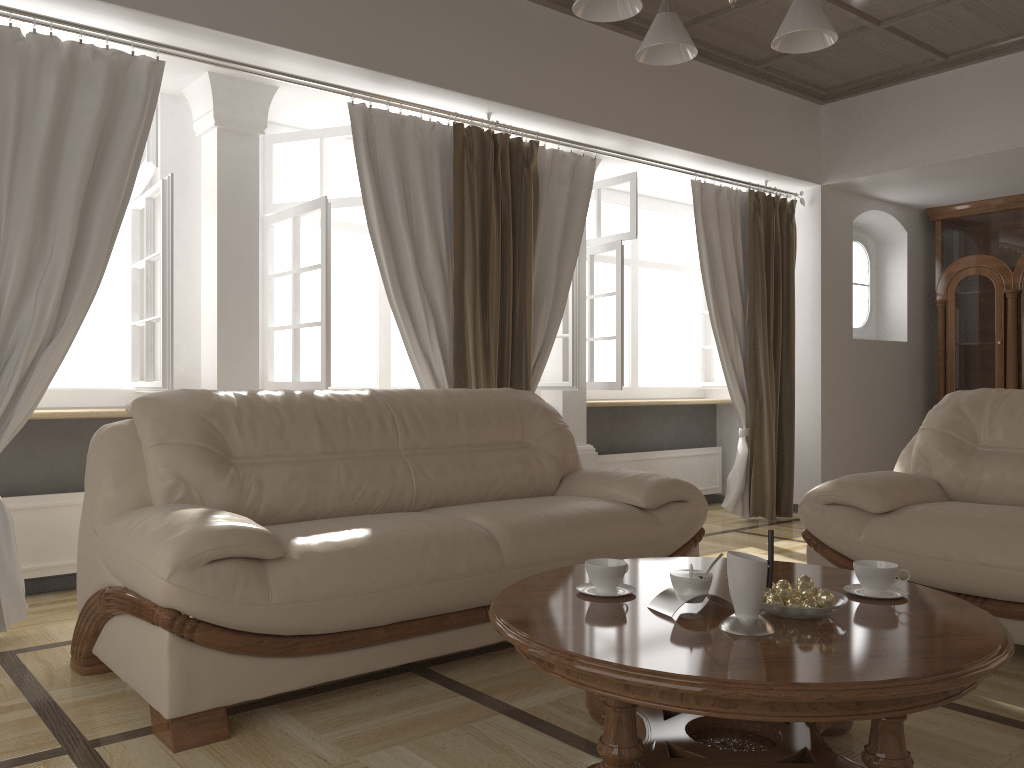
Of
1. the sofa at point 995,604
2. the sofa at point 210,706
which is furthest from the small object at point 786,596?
the sofa at point 995,604

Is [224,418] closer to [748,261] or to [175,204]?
[175,204]

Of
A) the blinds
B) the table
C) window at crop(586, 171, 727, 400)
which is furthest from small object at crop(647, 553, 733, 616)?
window at crop(586, 171, 727, 400)

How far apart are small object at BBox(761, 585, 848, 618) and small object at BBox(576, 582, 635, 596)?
0.4m

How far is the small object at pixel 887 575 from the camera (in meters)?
2.16

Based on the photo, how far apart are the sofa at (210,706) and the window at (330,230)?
0.7m

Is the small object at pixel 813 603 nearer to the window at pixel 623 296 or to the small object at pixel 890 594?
the small object at pixel 890 594

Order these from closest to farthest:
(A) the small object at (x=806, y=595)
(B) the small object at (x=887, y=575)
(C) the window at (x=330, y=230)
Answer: (A) the small object at (x=806, y=595), (B) the small object at (x=887, y=575), (C) the window at (x=330, y=230)

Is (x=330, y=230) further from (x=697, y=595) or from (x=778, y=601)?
(x=778, y=601)

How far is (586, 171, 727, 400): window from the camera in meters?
5.4
